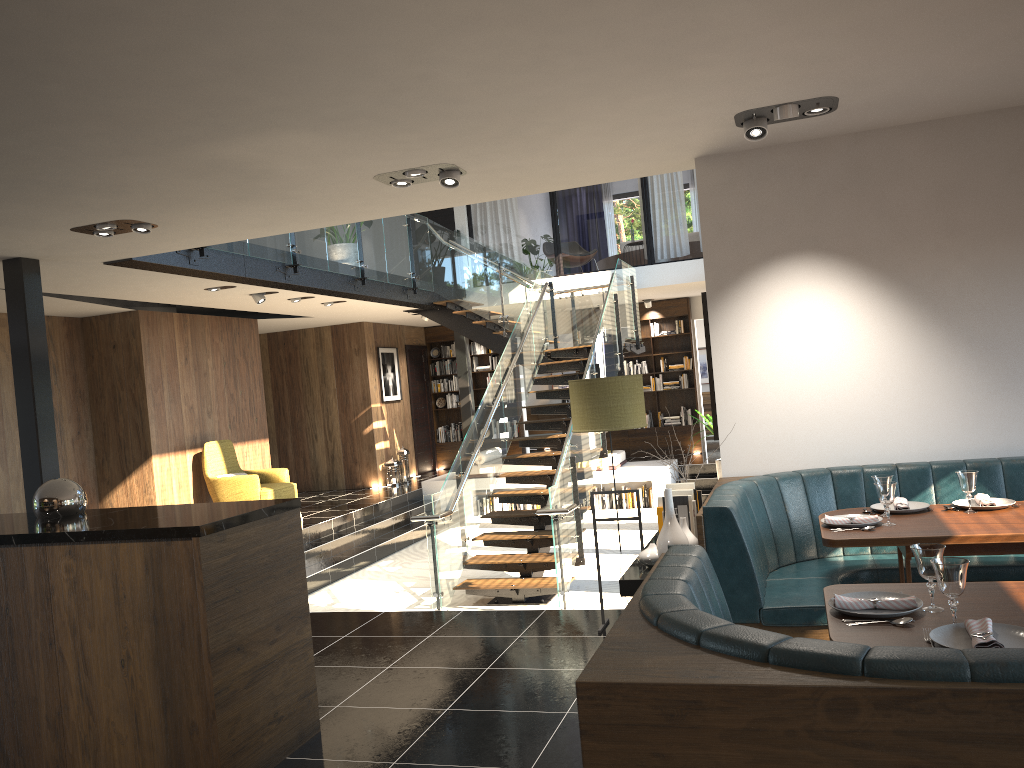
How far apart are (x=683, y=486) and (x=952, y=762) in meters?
3.3

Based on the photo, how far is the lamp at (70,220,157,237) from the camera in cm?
564

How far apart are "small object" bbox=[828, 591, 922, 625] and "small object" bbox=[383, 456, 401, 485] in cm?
1193

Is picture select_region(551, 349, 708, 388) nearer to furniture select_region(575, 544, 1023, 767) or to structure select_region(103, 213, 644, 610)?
structure select_region(103, 213, 644, 610)

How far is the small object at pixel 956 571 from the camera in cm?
240

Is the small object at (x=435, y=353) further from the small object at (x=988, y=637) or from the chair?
the small object at (x=988, y=637)

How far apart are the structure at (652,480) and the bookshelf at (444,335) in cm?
234

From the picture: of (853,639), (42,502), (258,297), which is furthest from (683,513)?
(258,297)

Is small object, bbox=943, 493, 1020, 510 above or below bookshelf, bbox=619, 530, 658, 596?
above

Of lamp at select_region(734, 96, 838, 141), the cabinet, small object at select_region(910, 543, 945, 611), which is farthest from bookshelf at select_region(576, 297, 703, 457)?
small object at select_region(910, 543, 945, 611)
